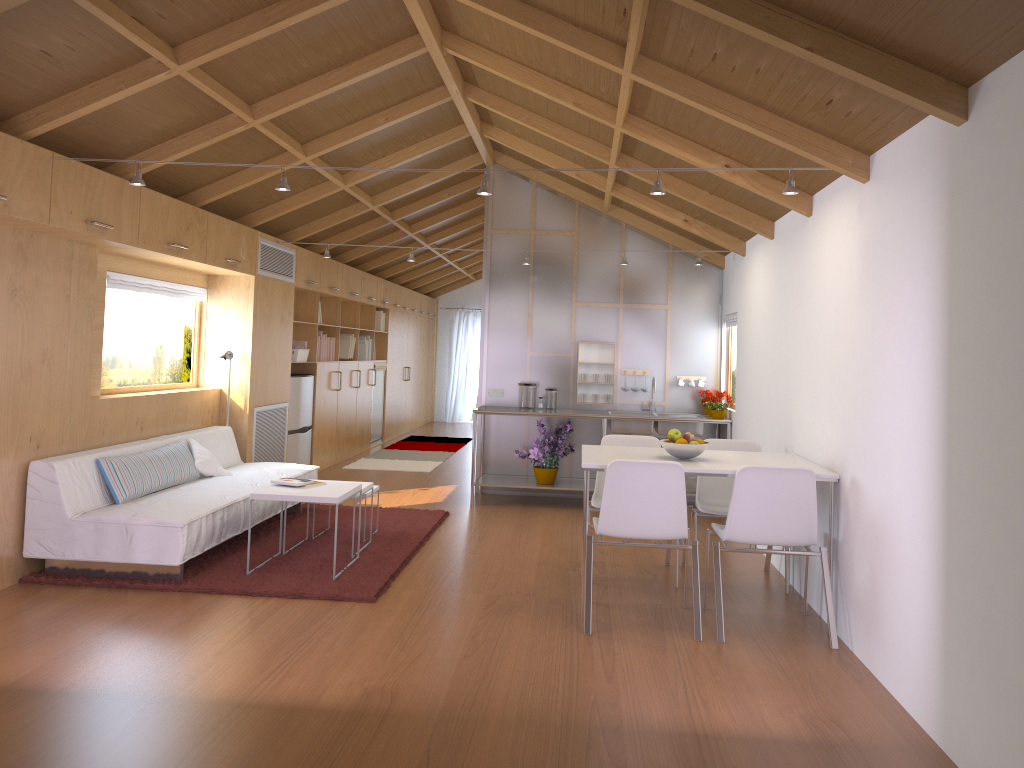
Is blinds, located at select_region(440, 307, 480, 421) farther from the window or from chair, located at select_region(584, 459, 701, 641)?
chair, located at select_region(584, 459, 701, 641)

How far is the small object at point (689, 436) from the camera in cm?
457

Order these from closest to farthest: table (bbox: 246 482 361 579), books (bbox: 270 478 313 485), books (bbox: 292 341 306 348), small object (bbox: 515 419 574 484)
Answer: table (bbox: 246 482 361 579), books (bbox: 270 478 313 485), small object (bbox: 515 419 574 484), books (bbox: 292 341 306 348)

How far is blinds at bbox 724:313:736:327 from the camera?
7.28m

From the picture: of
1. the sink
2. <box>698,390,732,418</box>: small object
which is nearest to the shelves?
the sink

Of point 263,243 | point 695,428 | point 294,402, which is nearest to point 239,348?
point 263,243

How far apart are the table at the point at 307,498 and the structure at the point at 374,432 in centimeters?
613cm

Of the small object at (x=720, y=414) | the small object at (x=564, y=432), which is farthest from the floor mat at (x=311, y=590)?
the small object at (x=720, y=414)

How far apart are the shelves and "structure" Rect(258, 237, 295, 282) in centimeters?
243cm

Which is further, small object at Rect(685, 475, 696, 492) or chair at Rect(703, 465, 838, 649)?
small object at Rect(685, 475, 696, 492)
